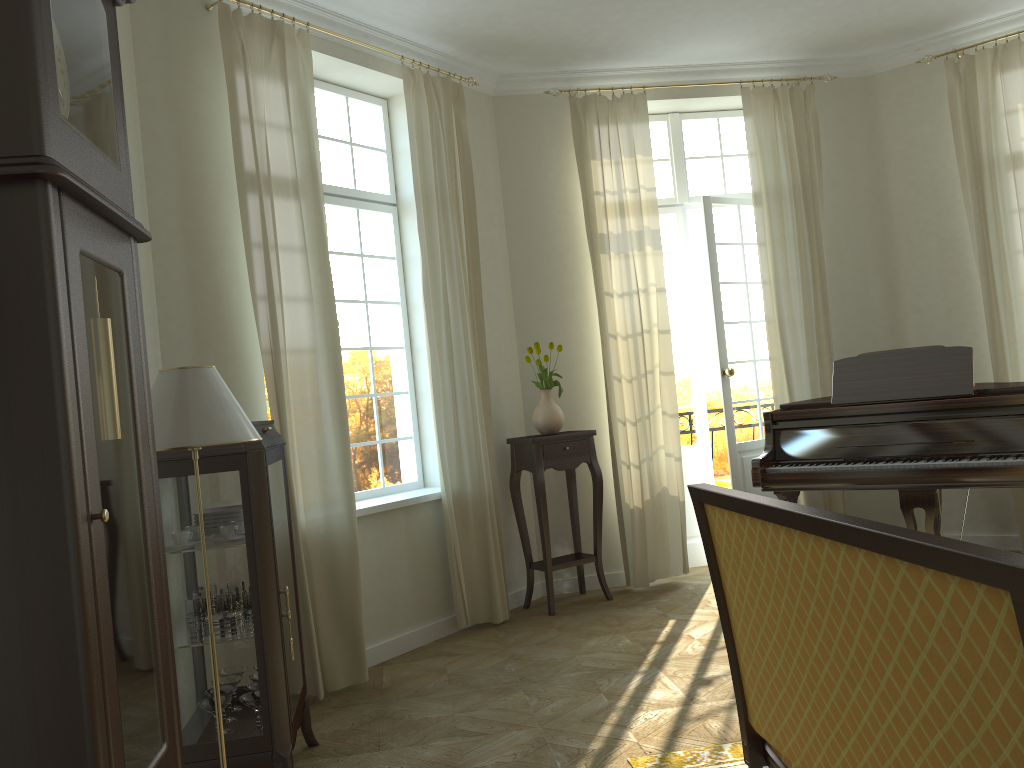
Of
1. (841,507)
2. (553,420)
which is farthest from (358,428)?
(841,507)

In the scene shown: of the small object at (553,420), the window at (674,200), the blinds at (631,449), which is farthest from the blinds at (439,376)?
the window at (674,200)

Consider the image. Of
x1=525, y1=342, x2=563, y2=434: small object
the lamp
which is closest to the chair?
the lamp

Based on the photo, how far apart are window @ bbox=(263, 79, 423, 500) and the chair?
3.21m

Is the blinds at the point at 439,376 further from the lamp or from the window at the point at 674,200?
the lamp

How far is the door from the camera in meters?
6.4

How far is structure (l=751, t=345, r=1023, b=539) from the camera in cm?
438

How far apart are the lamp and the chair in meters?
1.3

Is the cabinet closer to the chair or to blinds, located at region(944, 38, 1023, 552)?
the chair

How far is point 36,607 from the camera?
1.4 meters
